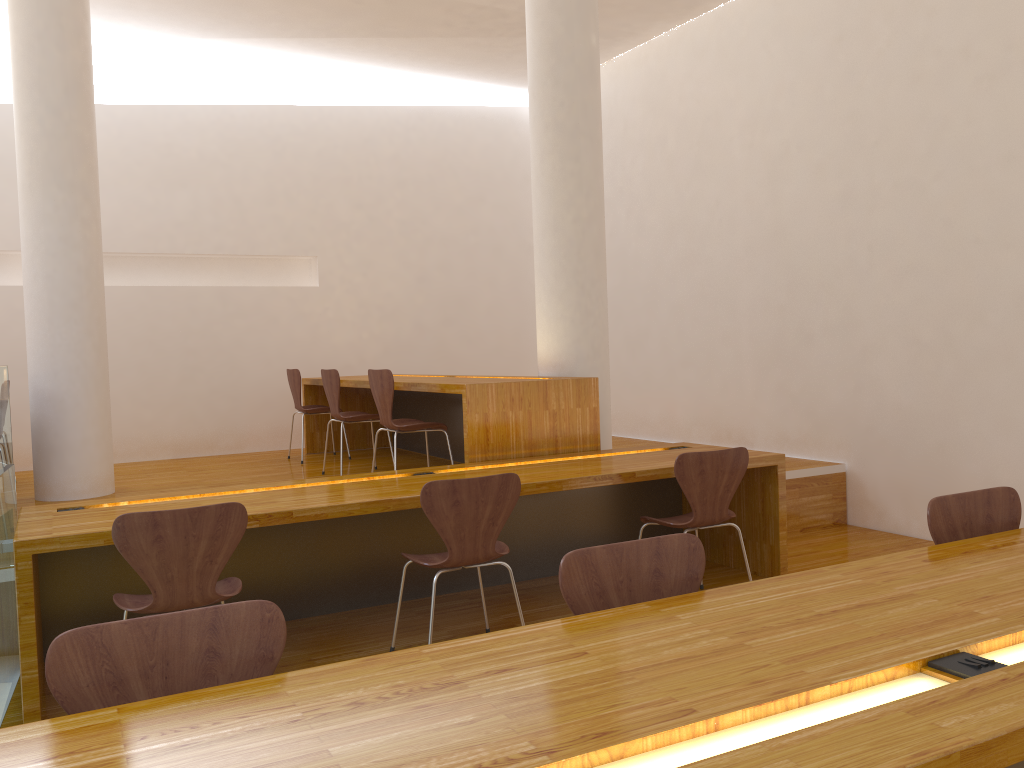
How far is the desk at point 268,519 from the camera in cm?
A: 308

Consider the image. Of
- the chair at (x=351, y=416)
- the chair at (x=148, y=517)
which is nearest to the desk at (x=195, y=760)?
the chair at (x=148, y=517)

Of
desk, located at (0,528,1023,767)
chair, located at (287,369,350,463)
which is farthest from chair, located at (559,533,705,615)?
chair, located at (287,369,350,463)

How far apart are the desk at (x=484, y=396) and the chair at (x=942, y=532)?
2.3 meters

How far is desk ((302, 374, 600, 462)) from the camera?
4.3m

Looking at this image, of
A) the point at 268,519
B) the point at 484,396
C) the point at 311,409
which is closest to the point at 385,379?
the point at 484,396

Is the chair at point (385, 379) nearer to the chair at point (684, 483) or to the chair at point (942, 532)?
the chair at point (684, 483)

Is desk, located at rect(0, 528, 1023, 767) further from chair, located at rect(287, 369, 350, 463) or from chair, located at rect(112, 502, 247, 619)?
chair, located at rect(287, 369, 350, 463)

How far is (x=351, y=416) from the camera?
5.5 meters

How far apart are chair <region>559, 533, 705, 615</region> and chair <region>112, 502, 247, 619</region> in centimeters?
129cm
